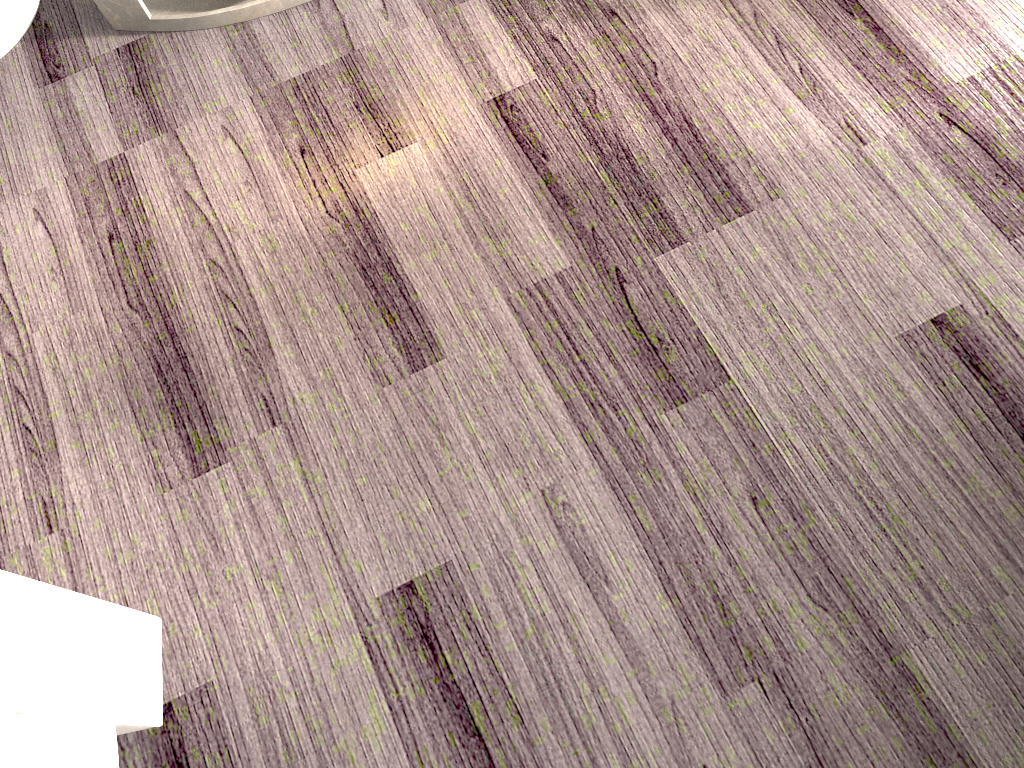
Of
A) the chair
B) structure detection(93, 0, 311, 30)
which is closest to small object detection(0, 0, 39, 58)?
structure detection(93, 0, 311, 30)

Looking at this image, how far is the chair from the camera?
0.8 meters

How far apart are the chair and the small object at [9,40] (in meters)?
1.21

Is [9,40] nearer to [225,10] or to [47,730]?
[225,10]

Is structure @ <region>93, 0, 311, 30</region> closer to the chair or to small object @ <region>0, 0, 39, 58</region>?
small object @ <region>0, 0, 39, 58</region>

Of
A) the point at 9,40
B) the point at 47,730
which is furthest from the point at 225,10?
the point at 47,730

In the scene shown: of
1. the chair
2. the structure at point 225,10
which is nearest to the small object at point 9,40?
the structure at point 225,10

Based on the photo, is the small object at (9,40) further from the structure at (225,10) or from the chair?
the chair

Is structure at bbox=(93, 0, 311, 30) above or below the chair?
below

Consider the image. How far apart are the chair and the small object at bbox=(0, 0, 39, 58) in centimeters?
121cm
